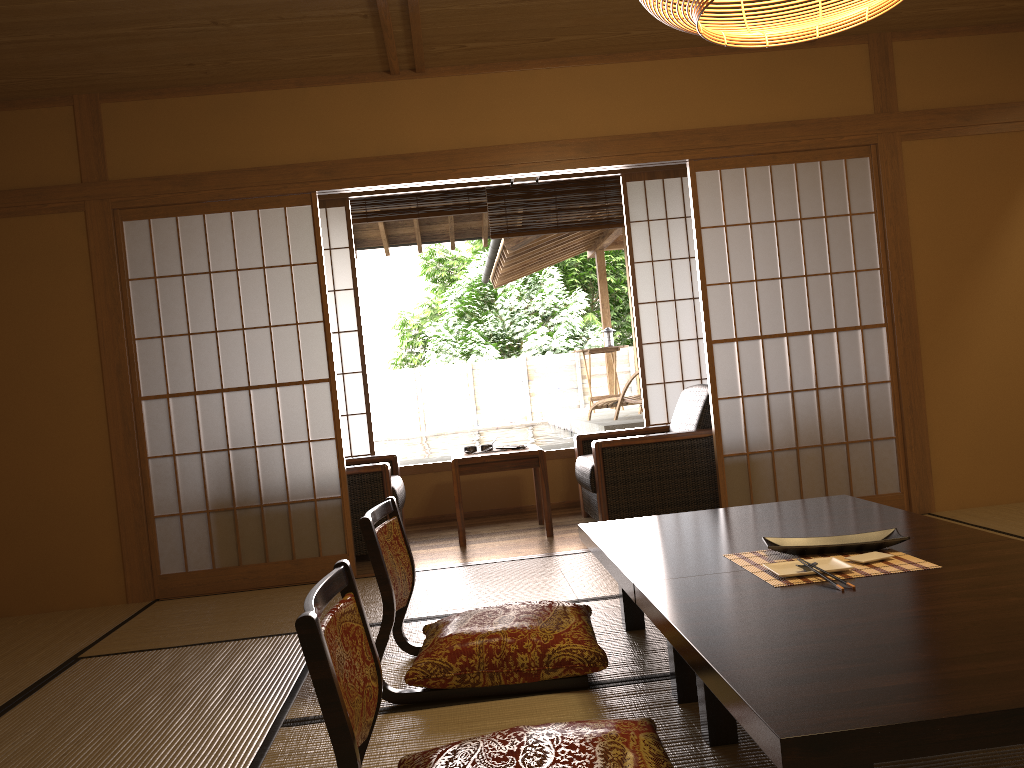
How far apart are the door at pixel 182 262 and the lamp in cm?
252

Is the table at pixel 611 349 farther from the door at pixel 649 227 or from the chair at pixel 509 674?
the chair at pixel 509 674

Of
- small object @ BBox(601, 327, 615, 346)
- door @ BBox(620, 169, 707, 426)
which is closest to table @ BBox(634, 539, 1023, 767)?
door @ BBox(620, 169, 707, 426)

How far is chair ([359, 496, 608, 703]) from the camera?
2.5 meters

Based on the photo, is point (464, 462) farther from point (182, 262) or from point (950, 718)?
point (950, 718)

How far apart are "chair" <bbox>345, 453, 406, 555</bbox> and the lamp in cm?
301

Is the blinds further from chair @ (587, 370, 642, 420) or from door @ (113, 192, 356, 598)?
chair @ (587, 370, 642, 420)

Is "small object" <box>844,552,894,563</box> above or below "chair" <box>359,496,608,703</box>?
above

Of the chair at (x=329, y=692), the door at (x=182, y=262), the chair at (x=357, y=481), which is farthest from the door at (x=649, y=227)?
the chair at (x=329, y=692)

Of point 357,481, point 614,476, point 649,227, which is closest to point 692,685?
point 614,476
